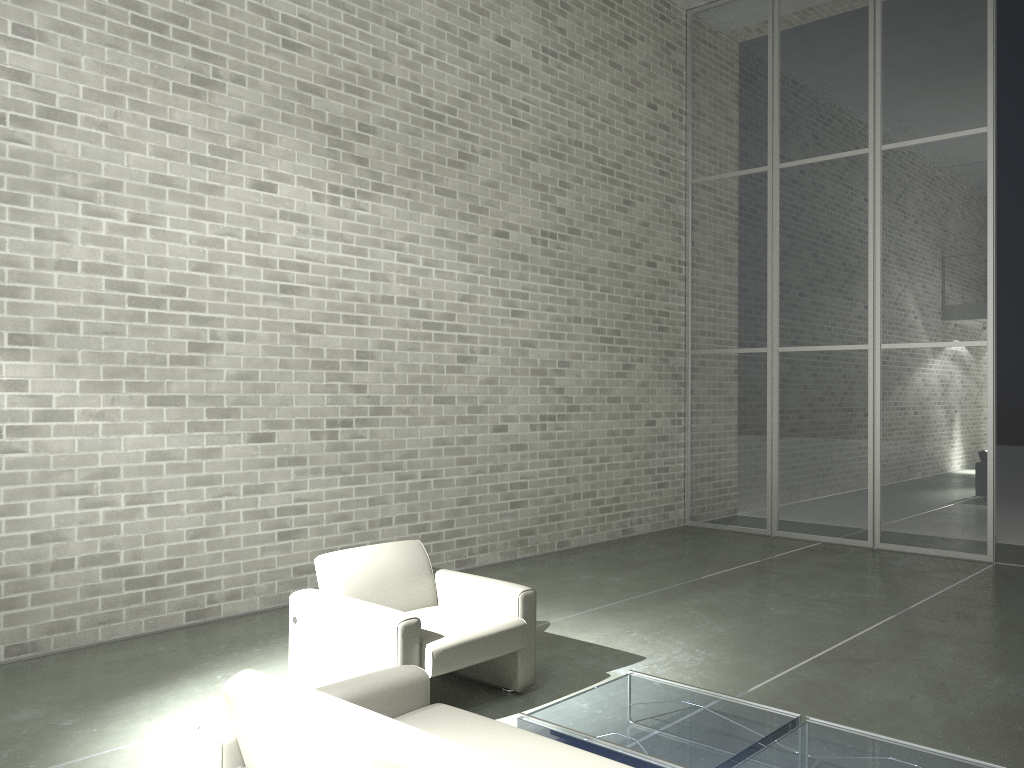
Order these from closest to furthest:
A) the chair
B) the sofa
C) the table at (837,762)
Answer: the sofa → the table at (837,762) → the chair

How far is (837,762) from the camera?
3.1 meters

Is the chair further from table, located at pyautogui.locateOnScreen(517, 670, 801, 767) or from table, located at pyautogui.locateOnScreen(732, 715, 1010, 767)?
table, located at pyautogui.locateOnScreen(732, 715, 1010, 767)

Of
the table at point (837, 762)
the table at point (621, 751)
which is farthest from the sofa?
the table at point (837, 762)

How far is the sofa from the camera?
2.1 meters

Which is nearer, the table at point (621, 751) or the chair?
the table at point (621, 751)

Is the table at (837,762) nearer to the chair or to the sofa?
the sofa

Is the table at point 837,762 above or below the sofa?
below

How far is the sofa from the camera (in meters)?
2.08

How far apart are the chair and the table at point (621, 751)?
0.6 meters
